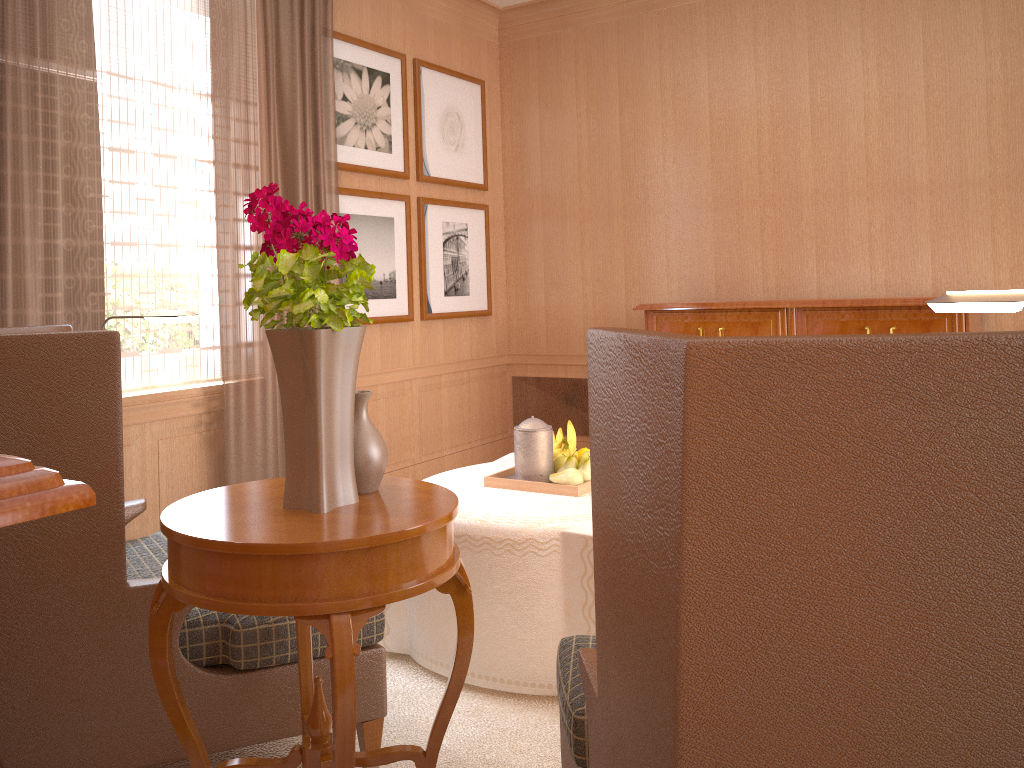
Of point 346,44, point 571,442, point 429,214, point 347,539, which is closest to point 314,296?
point 347,539

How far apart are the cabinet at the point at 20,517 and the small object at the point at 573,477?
4.3m

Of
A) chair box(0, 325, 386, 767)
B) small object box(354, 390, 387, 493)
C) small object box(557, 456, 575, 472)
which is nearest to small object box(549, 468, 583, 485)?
small object box(557, 456, 575, 472)

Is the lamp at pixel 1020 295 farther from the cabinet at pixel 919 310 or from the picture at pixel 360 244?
the picture at pixel 360 244

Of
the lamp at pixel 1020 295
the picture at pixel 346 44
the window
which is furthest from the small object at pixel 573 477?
the picture at pixel 346 44

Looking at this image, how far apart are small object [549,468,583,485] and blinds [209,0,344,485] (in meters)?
2.80

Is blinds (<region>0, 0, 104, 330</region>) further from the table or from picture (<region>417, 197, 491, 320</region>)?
picture (<region>417, 197, 491, 320</region>)

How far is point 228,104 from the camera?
6.62m

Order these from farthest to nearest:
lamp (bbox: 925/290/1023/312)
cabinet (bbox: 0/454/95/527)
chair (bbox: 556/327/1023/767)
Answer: lamp (bbox: 925/290/1023/312) < chair (bbox: 556/327/1023/767) < cabinet (bbox: 0/454/95/527)

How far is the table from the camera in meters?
2.6
